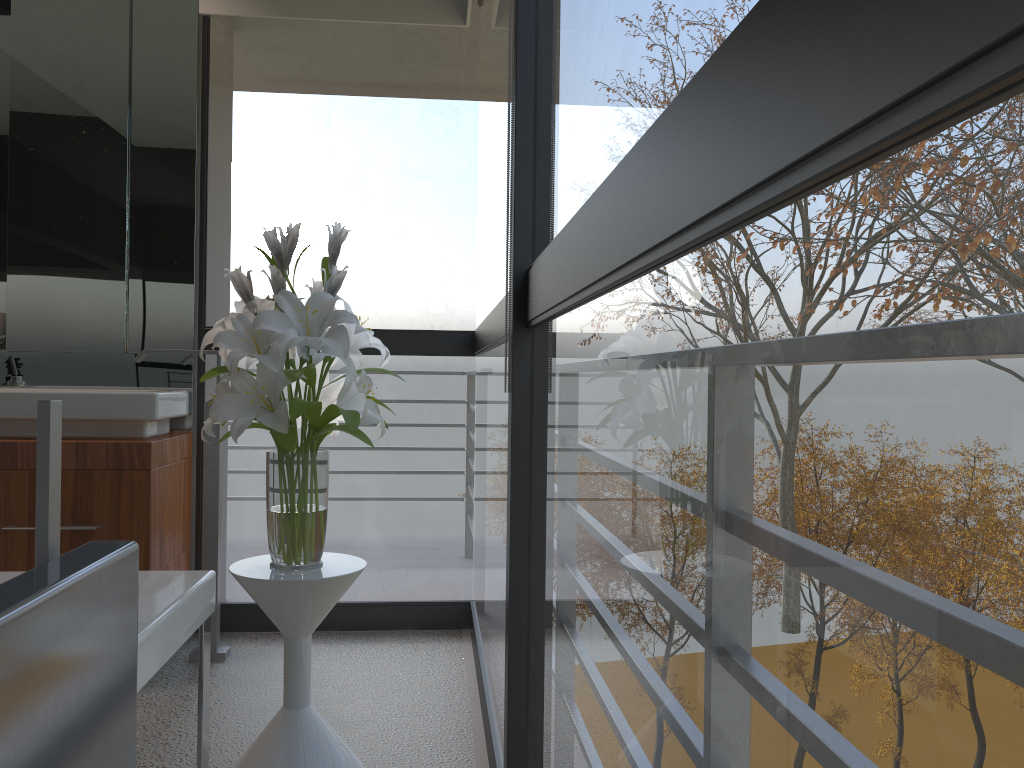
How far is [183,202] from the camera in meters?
3.1 m

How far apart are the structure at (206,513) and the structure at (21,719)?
1.9m

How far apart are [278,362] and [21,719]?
1.2 meters

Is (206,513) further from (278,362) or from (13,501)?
(278,362)

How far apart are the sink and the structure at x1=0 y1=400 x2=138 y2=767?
1.8m

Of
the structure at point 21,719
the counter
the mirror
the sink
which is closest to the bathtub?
the structure at point 21,719

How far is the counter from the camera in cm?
261

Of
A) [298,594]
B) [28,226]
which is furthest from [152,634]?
[28,226]

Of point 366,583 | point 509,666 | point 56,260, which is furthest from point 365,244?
point 509,666

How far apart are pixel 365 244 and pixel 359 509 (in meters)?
1.67
